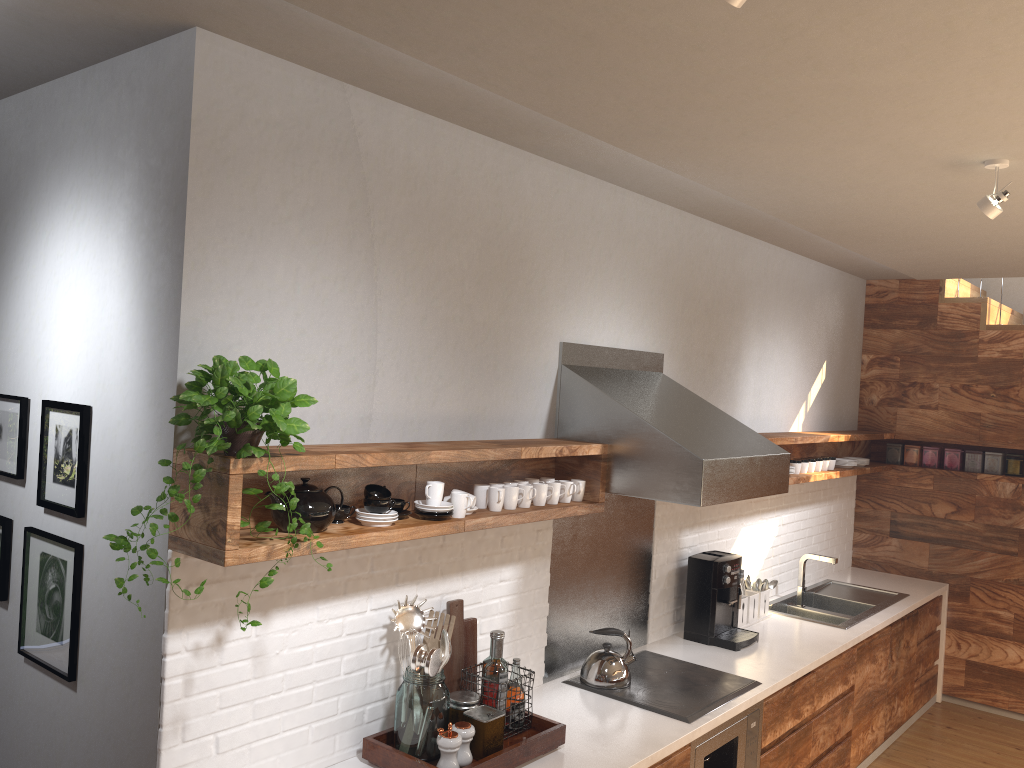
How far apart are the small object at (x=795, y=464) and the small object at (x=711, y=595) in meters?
0.9

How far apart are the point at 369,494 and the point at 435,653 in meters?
0.5

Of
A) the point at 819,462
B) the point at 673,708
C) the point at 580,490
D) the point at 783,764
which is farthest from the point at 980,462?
the point at 580,490

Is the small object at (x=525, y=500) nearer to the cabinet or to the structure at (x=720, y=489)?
the structure at (x=720, y=489)

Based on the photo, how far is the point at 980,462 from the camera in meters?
5.8 m

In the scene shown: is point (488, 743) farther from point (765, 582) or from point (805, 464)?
point (805, 464)

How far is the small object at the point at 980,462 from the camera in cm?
579

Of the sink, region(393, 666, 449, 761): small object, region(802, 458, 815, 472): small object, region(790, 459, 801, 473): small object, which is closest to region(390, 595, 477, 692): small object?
region(393, 666, 449, 761): small object

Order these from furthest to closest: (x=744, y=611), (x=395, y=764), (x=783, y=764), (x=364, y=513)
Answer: (x=744, y=611), (x=783, y=764), (x=395, y=764), (x=364, y=513)

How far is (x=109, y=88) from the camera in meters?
2.5 m
